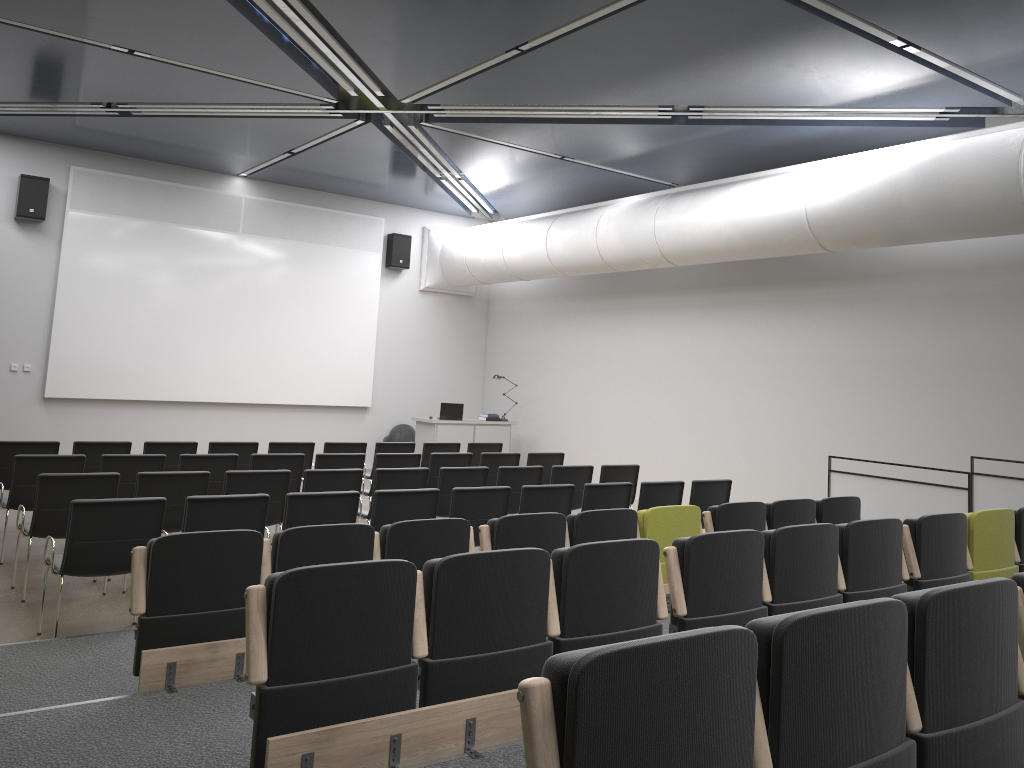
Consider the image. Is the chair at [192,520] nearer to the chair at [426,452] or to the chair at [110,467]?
the chair at [110,467]

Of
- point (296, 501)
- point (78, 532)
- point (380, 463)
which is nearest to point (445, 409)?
point (380, 463)

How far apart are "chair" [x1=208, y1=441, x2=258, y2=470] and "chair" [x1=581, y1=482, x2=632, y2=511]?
4.2m

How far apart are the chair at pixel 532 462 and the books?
4.6m

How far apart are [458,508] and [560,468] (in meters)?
2.41

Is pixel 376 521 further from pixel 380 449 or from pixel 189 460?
pixel 380 449

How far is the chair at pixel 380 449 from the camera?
10.90m

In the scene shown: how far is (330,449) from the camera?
10.51m

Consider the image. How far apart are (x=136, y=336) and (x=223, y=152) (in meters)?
3.14

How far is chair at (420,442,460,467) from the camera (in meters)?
11.30
